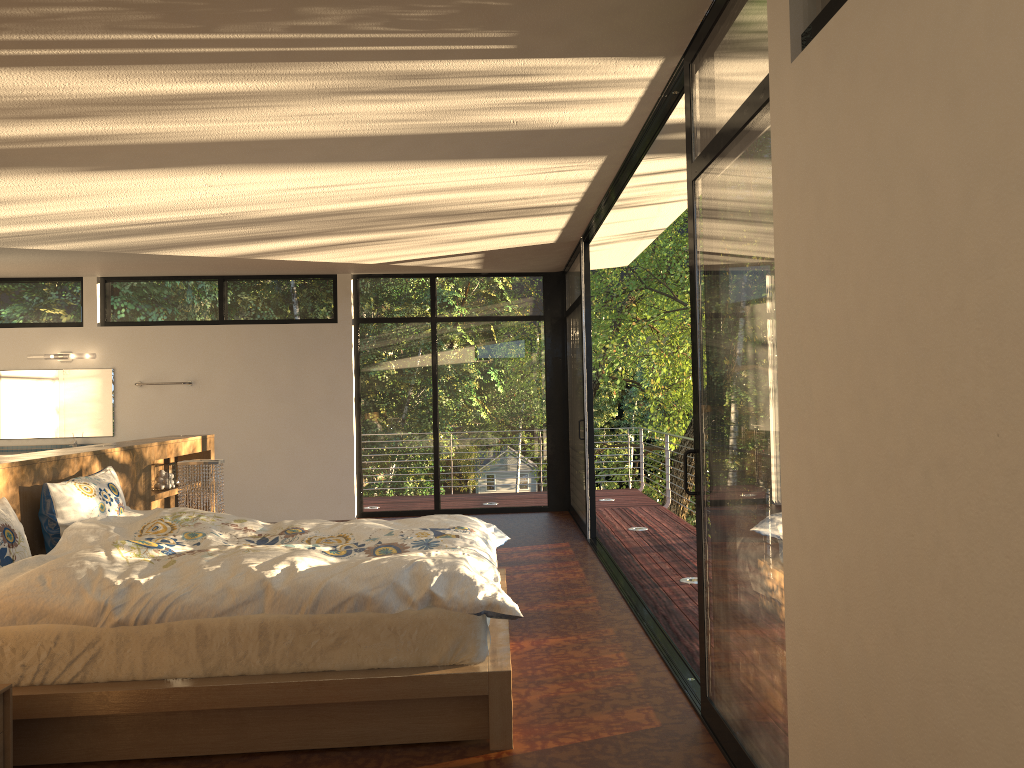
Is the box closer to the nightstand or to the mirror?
the nightstand

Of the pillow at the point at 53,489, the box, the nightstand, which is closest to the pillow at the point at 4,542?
the pillow at the point at 53,489

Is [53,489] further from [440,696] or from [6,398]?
[6,398]

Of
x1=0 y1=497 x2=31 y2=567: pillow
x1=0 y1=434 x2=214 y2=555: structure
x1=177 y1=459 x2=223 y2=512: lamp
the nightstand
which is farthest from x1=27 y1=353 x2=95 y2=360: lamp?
the nightstand

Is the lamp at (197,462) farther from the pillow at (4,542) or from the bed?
the pillow at (4,542)

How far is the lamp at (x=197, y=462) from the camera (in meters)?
5.47

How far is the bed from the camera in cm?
305

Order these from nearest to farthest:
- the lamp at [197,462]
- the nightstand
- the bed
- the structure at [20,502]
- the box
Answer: the nightstand → the bed → the structure at [20,502] → the lamp at [197,462] → the box

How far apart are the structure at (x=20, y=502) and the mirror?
2.8m

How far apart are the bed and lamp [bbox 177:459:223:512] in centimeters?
100cm
